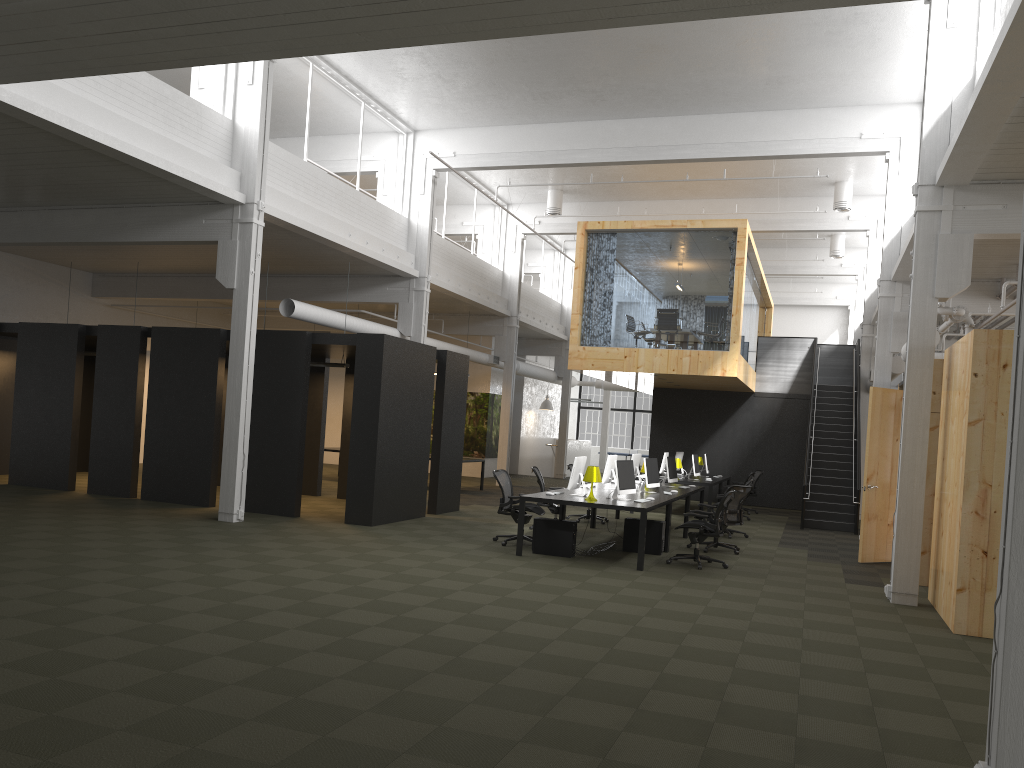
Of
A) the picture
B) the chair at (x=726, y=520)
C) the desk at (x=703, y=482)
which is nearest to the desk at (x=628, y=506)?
the chair at (x=726, y=520)

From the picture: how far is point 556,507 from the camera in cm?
1378

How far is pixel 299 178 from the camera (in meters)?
14.40

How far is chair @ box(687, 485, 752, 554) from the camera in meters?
12.7 m

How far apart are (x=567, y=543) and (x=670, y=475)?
A: 4.5m

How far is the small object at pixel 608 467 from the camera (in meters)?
13.55

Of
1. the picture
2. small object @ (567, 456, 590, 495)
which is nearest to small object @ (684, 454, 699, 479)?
small object @ (567, 456, 590, 495)

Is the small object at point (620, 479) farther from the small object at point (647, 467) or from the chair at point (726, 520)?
the chair at point (726, 520)

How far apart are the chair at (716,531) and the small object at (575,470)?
1.57m

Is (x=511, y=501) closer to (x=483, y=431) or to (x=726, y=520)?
(x=726, y=520)
